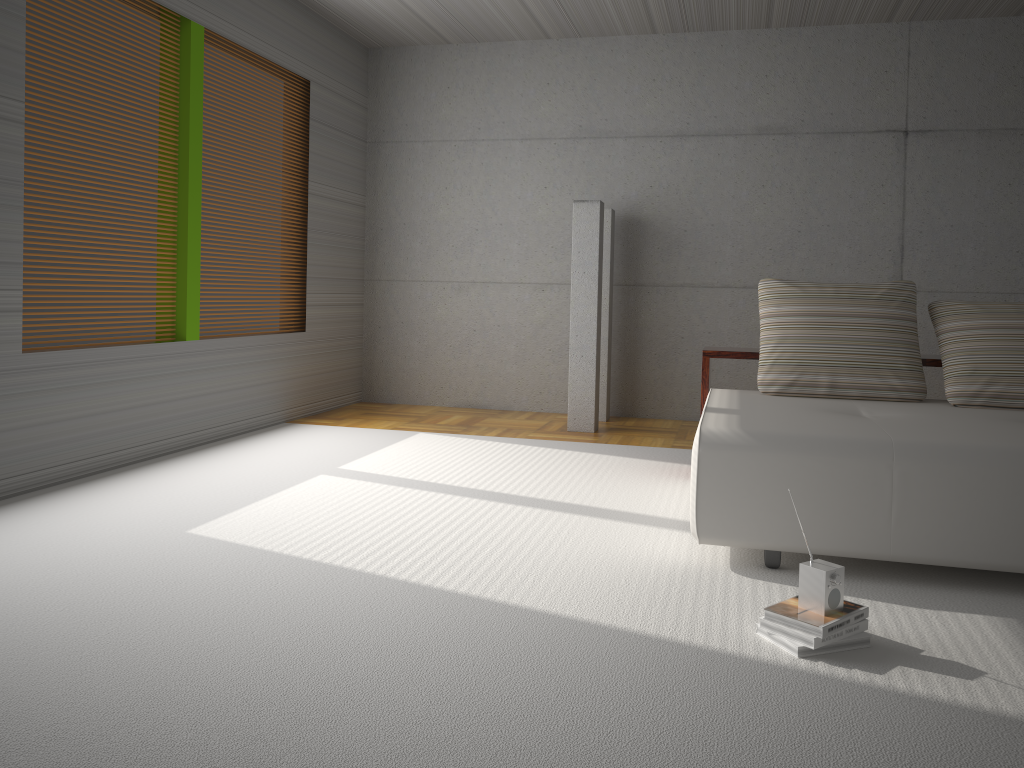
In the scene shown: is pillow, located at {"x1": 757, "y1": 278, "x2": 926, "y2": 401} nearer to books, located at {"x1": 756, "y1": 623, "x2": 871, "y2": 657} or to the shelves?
the shelves

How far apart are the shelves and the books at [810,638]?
2.28m

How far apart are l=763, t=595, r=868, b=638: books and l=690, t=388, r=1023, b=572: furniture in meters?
0.5 m

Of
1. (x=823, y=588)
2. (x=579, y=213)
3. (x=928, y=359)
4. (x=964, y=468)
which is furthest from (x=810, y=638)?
(x=579, y=213)

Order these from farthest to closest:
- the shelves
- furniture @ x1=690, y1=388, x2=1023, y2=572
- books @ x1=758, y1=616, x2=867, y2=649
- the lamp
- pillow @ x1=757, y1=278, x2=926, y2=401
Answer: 1. the lamp
2. the shelves
3. pillow @ x1=757, y1=278, x2=926, y2=401
4. furniture @ x1=690, y1=388, x2=1023, y2=572
5. books @ x1=758, y1=616, x2=867, y2=649

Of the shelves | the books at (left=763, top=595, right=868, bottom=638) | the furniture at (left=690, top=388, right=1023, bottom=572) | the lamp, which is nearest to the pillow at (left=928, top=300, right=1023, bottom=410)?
the furniture at (left=690, top=388, right=1023, bottom=572)

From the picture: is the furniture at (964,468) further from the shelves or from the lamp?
the lamp

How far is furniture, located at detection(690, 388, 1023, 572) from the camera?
3.06m

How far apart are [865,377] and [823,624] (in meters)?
2.09

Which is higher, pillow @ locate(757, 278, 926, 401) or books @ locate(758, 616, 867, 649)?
pillow @ locate(757, 278, 926, 401)
